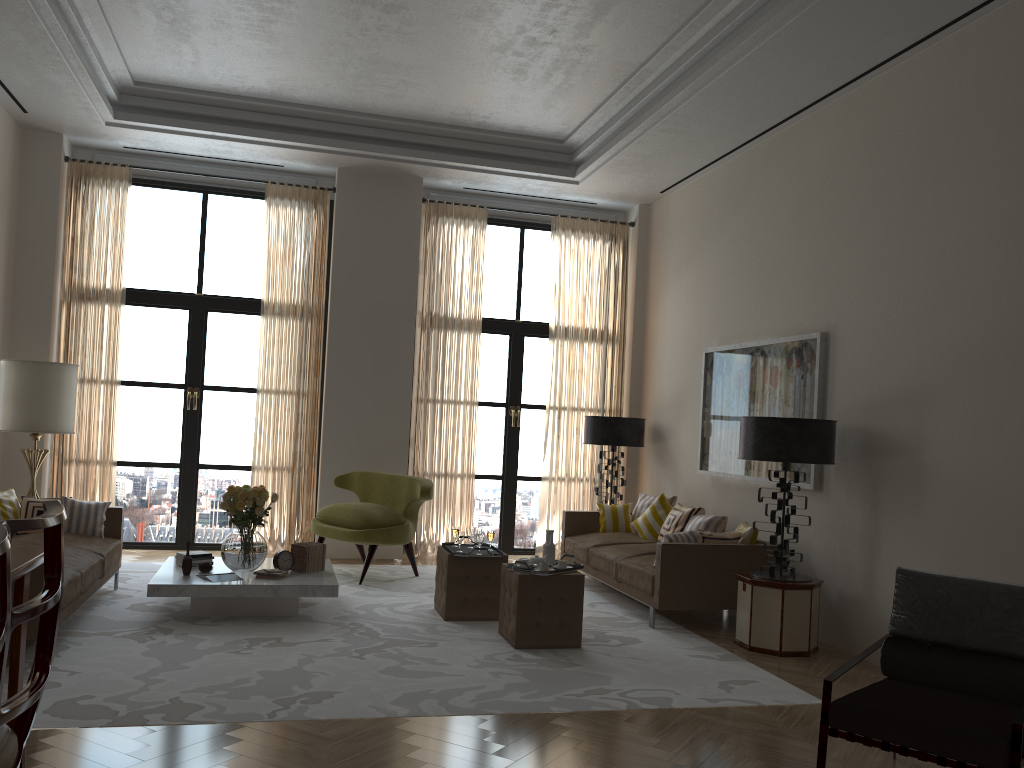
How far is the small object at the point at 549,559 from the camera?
7.7m

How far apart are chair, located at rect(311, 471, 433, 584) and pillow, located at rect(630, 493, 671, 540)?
2.53m

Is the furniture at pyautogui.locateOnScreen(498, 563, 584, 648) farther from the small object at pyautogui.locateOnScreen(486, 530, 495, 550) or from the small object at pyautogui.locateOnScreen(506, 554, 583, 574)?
the small object at pyautogui.locateOnScreen(486, 530, 495, 550)

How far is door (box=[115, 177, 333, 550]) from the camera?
11.4m

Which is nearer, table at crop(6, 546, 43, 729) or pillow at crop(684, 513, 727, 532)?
table at crop(6, 546, 43, 729)

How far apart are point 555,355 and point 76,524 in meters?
6.4 m

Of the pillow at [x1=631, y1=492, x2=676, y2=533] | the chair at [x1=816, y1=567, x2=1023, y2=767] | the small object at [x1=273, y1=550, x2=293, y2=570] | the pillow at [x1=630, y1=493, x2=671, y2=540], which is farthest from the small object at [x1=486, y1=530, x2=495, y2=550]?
the chair at [x1=816, y1=567, x2=1023, y2=767]

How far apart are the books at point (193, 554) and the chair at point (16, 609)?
5.6 meters

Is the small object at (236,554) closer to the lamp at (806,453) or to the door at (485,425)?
the lamp at (806,453)

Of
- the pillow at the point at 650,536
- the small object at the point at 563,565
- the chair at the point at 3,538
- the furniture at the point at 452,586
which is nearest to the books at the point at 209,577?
the furniture at the point at 452,586
